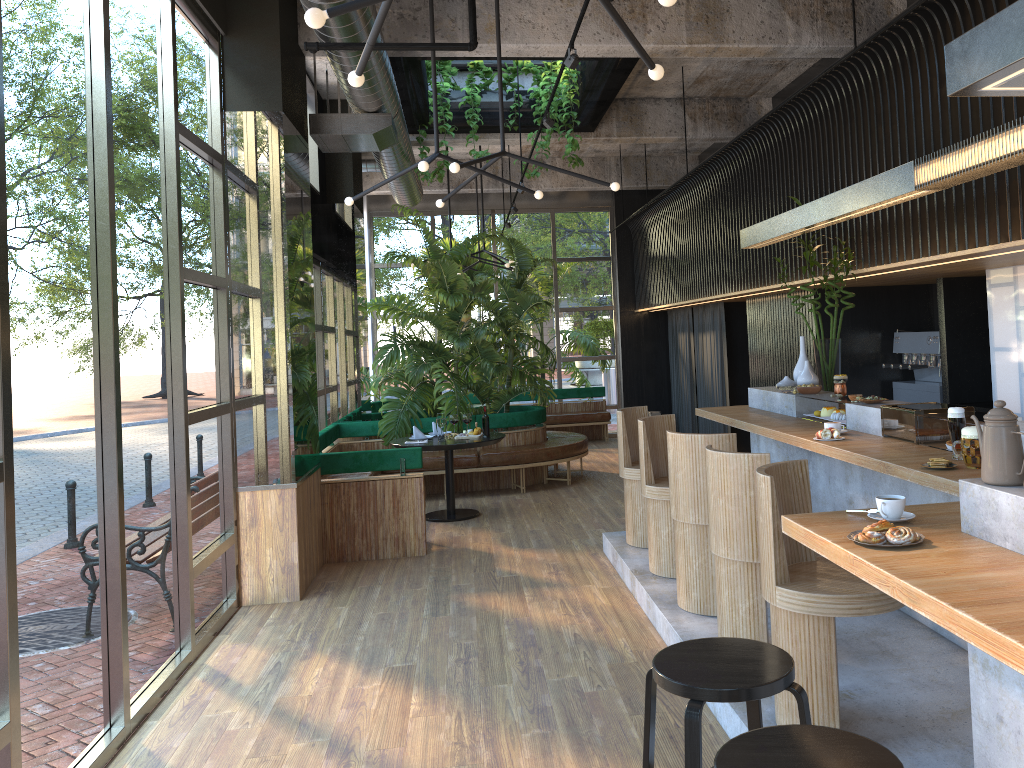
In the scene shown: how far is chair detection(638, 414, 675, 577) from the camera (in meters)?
5.60

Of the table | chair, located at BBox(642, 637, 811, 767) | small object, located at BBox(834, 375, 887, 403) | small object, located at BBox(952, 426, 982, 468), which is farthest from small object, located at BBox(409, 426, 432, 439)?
chair, located at BBox(642, 637, 811, 767)

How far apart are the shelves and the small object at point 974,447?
3.62m

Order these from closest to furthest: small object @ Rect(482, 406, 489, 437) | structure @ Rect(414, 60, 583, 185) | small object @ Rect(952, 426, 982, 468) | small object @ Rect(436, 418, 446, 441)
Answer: small object @ Rect(482, 406, 489, 437), small object @ Rect(952, 426, 982, 468), small object @ Rect(436, 418, 446, 441), structure @ Rect(414, 60, 583, 185)

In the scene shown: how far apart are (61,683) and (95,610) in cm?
39

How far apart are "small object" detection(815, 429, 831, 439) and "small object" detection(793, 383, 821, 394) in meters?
1.2 m

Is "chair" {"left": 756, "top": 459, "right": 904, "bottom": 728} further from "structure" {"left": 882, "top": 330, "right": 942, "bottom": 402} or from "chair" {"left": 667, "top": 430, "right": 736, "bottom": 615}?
"structure" {"left": 882, "top": 330, "right": 942, "bottom": 402}

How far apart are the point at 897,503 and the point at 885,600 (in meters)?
0.63

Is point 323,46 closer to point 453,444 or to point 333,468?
point 333,468

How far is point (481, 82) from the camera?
10.1 meters
